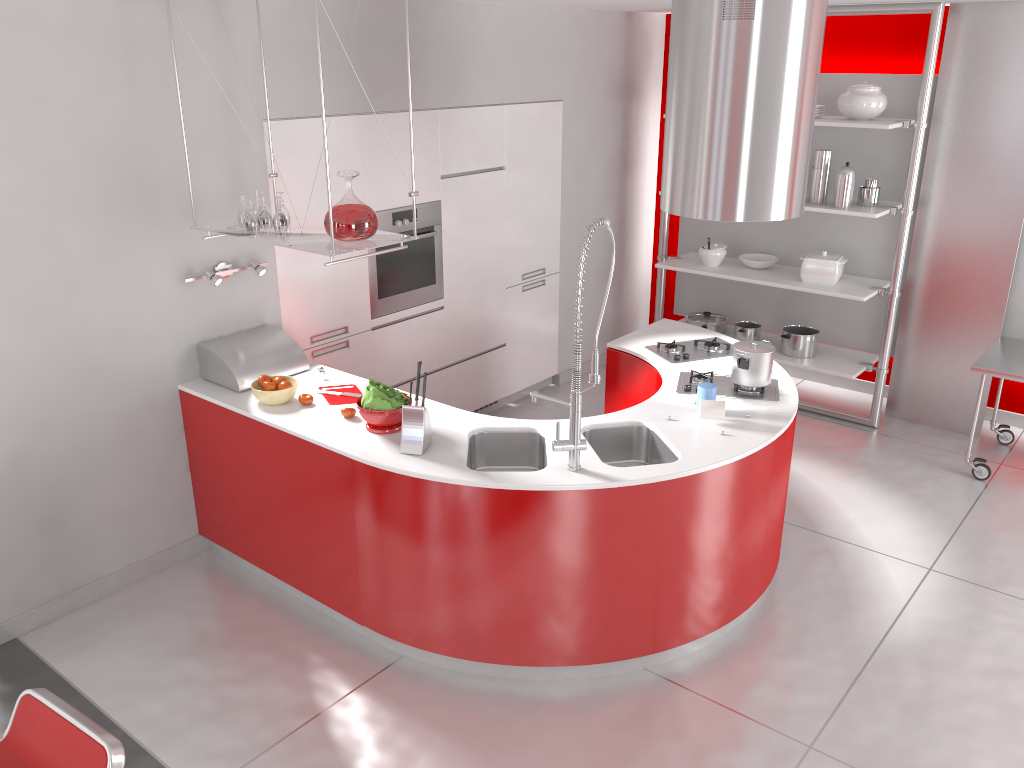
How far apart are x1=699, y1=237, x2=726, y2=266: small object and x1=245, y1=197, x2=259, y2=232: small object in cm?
345

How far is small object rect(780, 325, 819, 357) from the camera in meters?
5.9 m

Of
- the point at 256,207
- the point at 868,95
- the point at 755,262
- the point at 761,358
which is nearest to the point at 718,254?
the point at 755,262

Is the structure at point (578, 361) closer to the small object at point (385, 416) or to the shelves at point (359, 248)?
the small object at point (385, 416)

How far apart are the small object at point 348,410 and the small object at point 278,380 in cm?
41

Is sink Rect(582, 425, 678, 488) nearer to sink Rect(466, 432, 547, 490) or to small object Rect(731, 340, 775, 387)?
sink Rect(466, 432, 547, 490)

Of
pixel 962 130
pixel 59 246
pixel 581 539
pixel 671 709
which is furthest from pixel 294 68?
pixel 962 130

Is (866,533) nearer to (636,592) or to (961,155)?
(636,592)

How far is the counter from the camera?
3.3m

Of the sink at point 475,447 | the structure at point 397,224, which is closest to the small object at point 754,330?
the structure at point 397,224
